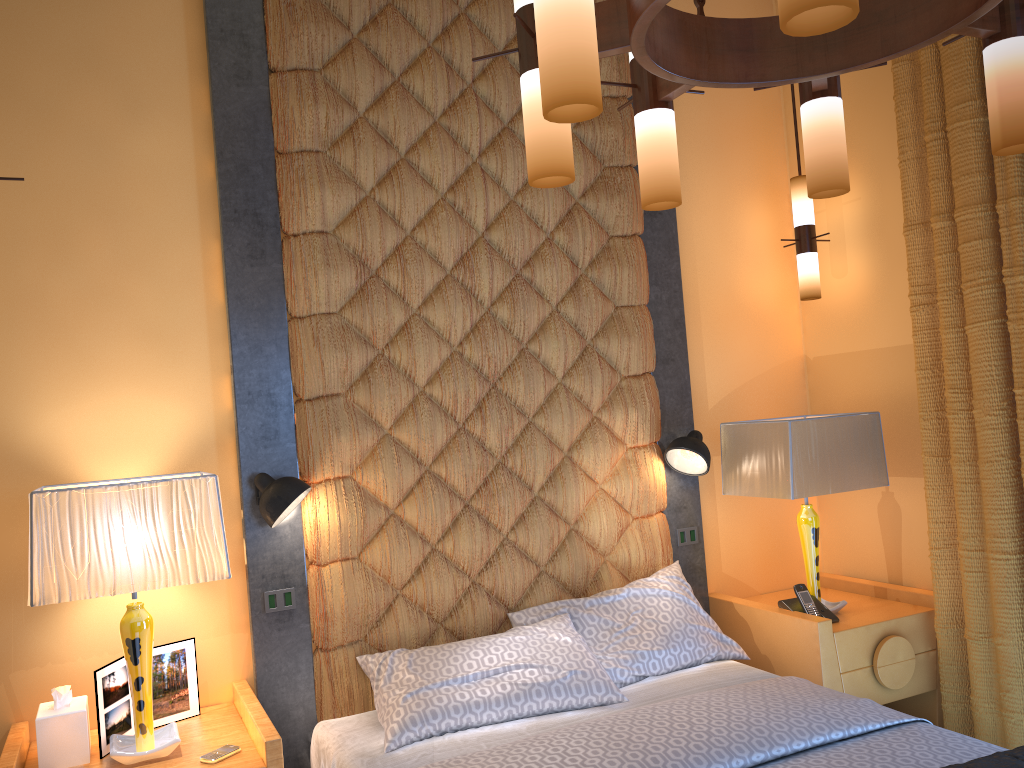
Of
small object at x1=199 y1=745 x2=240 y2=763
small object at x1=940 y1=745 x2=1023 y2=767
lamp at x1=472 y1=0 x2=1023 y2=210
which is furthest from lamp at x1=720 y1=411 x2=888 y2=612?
small object at x1=199 y1=745 x2=240 y2=763

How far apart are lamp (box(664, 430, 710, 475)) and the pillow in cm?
57

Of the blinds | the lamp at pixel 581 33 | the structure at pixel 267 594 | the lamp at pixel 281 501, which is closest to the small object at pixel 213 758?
the structure at pixel 267 594

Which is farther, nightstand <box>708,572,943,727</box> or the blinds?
nightstand <box>708,572,943,727</box>

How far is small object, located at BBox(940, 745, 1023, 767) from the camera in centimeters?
211cm

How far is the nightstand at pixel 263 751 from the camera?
2.4m

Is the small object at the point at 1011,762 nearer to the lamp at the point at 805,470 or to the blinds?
the blinds

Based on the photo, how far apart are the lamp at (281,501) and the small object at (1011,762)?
2.0m

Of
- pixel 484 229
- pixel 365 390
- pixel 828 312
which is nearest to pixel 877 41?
pixel 484 229

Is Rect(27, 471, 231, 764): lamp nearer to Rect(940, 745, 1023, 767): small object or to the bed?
the bed
